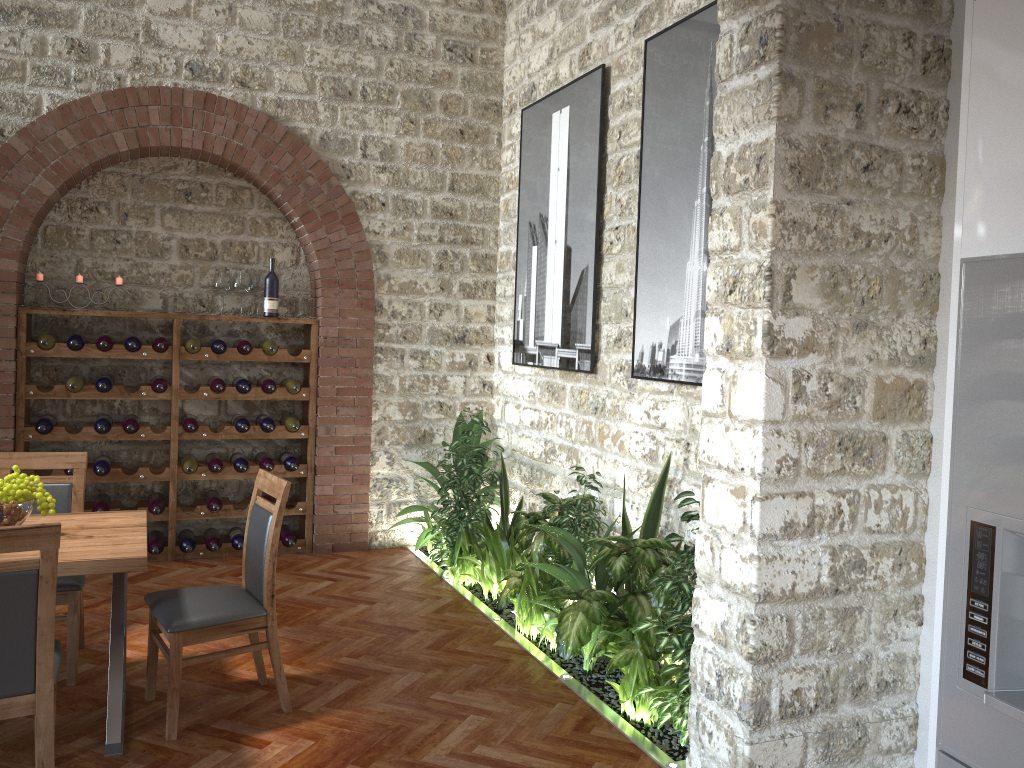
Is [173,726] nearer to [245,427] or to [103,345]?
[245,427]

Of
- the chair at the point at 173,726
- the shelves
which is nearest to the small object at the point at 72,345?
the shelves

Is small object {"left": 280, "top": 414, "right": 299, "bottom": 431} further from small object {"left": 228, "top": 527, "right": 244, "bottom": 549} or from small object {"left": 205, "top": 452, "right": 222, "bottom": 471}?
small object {"left": 228, "top": 527, "right": 244, "bottom": 549}

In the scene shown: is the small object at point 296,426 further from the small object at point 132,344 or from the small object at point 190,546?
the small object at point 132,344

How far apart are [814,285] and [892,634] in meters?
1.3

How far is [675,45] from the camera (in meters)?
4.53

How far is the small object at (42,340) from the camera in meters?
5.6

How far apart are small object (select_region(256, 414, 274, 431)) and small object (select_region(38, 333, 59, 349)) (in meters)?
1.43

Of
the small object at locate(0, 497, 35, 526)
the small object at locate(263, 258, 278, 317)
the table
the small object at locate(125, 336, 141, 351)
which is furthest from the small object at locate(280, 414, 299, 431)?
the small object at locate(0, 497, 35, 526)

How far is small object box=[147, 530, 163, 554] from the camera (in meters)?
6.03
